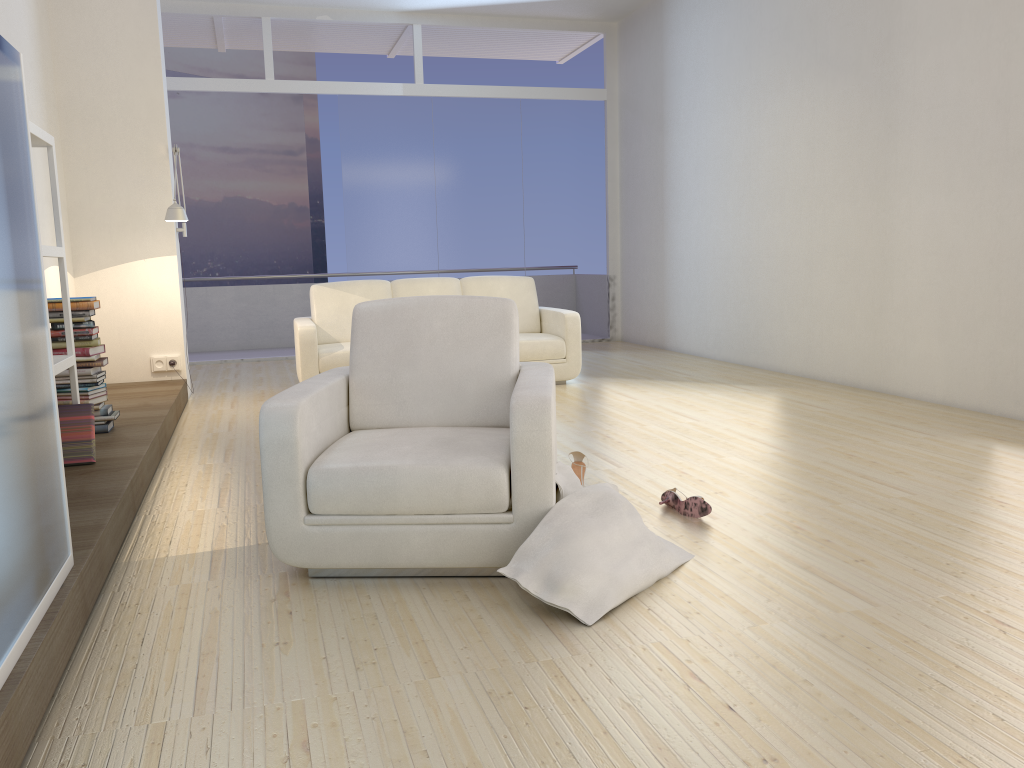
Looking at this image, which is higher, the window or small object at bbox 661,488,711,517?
the window

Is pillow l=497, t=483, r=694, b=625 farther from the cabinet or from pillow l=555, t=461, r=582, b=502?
the cabinet

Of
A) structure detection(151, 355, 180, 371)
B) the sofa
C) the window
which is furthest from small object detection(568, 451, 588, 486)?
the window

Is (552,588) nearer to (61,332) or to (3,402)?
(3,402)

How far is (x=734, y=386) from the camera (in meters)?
6.63

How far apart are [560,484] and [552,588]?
0.4 meters

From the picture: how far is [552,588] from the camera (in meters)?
2.47

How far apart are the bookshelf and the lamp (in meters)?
2.20

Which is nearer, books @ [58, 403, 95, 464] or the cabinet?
the cabinet

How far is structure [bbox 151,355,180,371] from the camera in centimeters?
660cm
